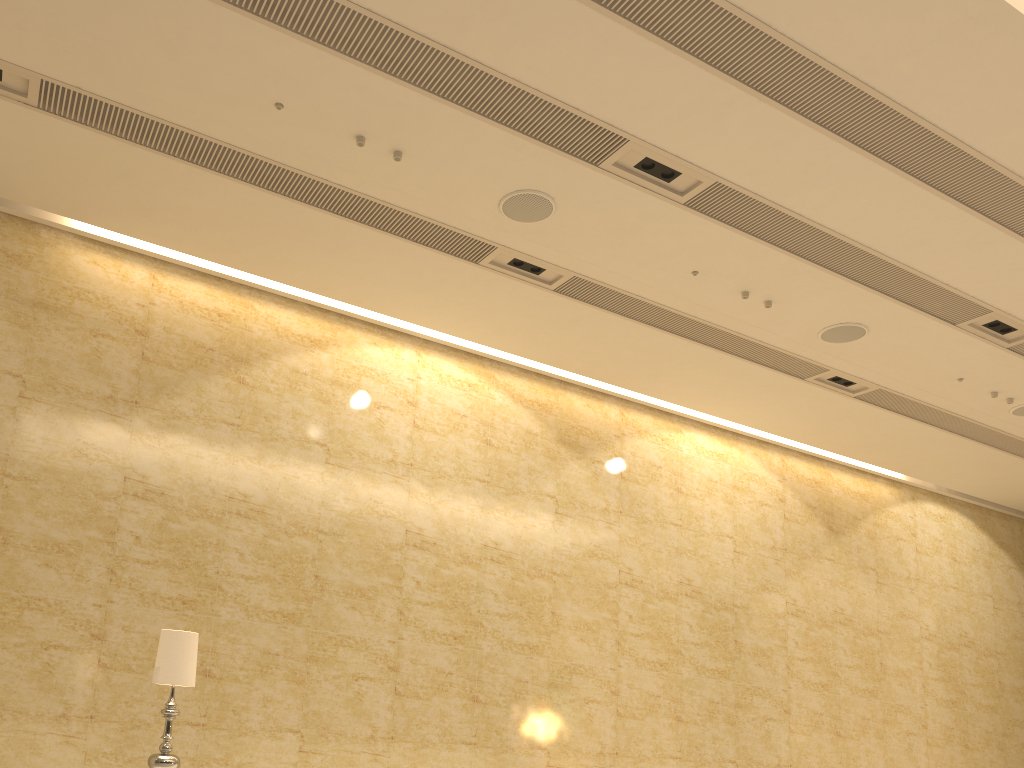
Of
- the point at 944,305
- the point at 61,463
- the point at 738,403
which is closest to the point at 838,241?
the point at 944,305

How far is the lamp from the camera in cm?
504

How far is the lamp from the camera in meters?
5.0 m

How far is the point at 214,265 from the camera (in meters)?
8.51

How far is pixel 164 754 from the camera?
5.04m

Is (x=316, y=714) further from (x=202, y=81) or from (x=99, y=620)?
(x=202, y=81)
